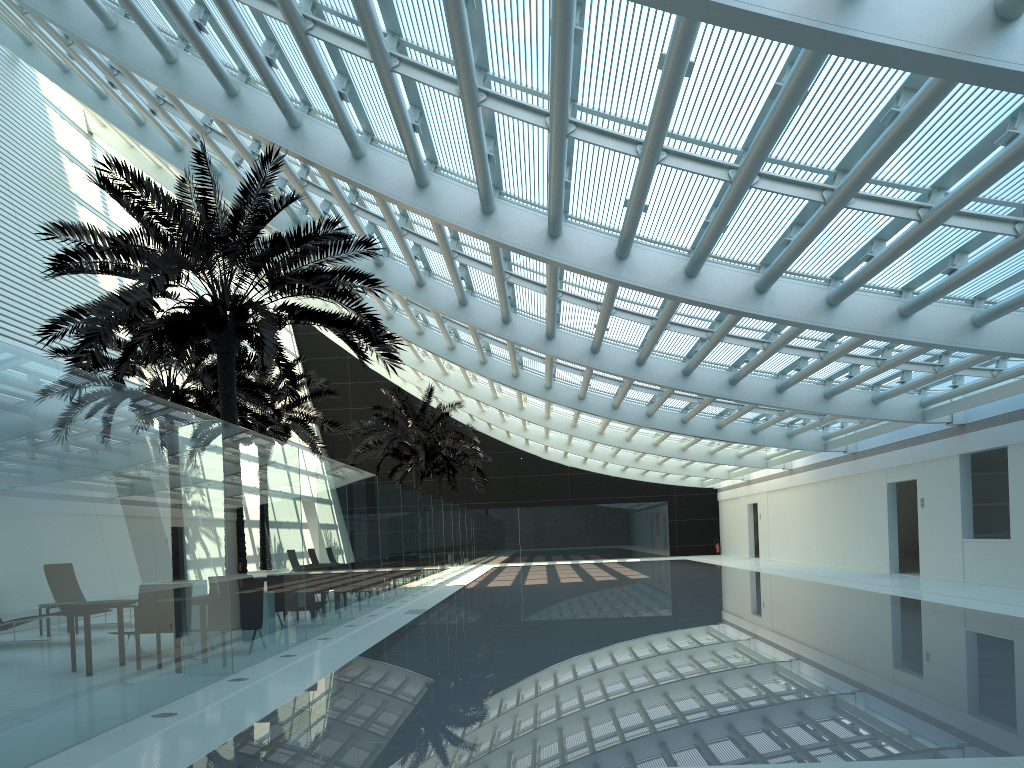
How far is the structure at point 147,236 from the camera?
11.16m

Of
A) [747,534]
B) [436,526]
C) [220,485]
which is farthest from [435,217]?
[747,534]

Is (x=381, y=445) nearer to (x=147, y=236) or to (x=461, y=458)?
(x=461, y=458)

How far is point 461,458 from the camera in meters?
38.4

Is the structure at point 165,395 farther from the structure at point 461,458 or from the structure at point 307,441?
the structure at point 461,458

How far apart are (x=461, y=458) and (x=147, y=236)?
27.8m

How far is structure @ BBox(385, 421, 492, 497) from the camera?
38.4m

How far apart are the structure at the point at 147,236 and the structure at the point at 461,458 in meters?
23.0

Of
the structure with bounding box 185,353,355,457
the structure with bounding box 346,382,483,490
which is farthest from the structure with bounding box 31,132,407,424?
the structure with bounding box 346,382,483,490

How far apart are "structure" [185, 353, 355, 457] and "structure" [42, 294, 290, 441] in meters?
1.0 m
